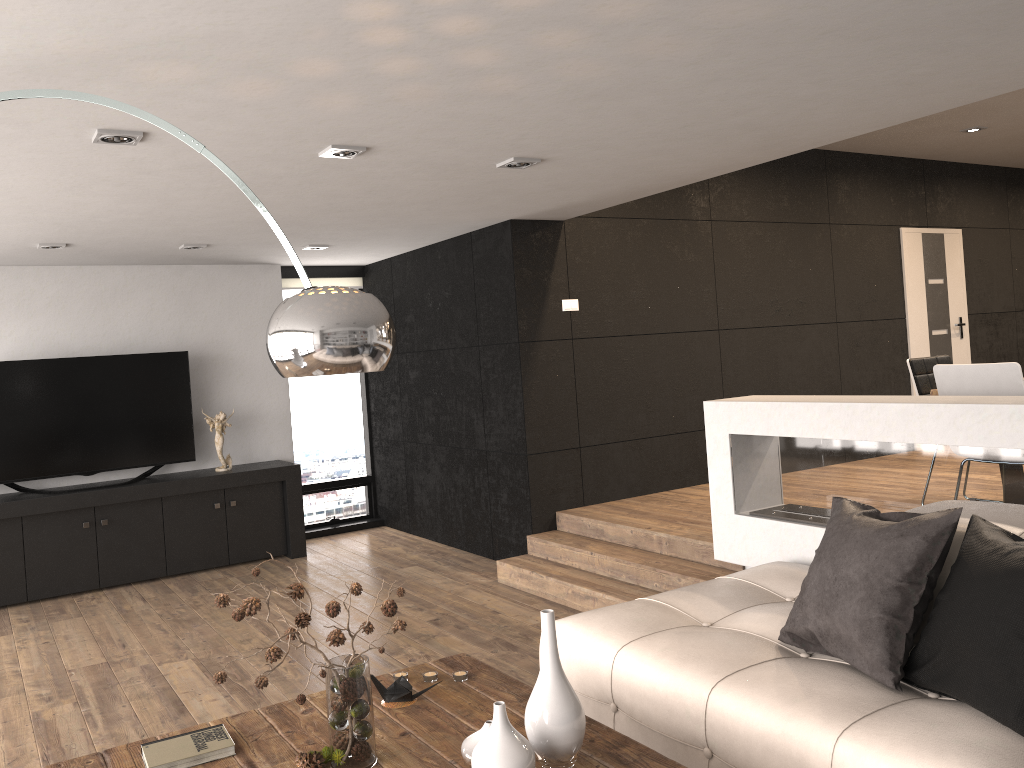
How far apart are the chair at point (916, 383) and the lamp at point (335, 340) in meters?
4.3

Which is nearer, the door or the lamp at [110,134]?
the lamp at [110,134]

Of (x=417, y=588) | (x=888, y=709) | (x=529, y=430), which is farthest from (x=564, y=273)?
(x=888, y=709)

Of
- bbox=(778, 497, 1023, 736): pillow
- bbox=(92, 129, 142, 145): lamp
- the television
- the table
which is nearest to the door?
bbox=(778, 497, 1023, 736): pillow

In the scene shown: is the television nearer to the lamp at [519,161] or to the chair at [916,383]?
the lamp at [519,161]

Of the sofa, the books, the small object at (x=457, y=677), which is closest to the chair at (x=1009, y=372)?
the sofa

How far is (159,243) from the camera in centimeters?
605cm

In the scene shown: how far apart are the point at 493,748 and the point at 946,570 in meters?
1.6

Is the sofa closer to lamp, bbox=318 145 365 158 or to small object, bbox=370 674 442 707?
small object, bbox=370 674 442 707

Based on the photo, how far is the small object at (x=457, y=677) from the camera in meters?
2.9
